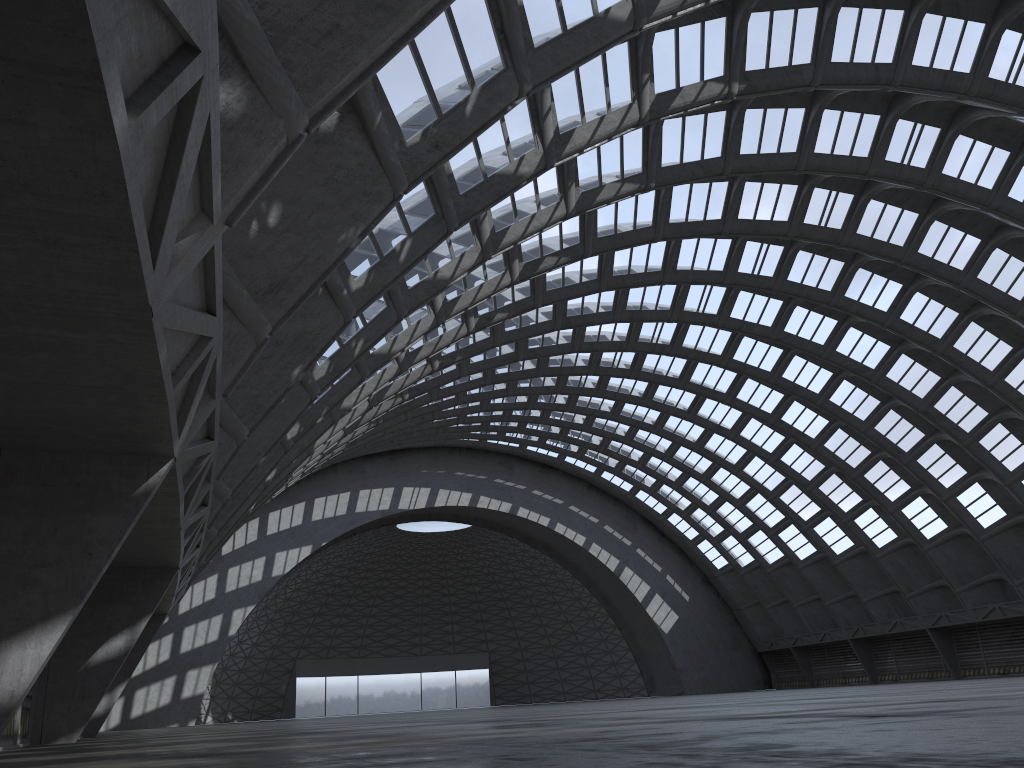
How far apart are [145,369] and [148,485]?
2.7 meters
